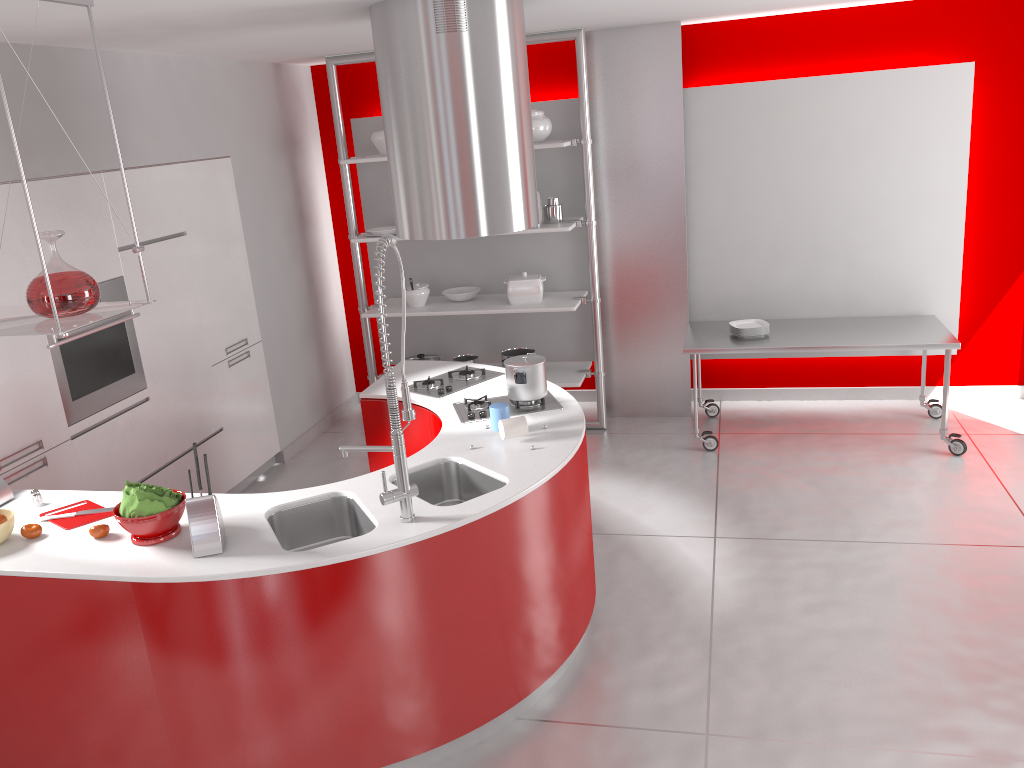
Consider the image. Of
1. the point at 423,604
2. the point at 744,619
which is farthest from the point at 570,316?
the point at 423,604

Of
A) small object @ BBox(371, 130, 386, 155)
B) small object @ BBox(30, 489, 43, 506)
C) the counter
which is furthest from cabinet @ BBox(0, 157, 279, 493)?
small object @ BBox(371, 130, 386, 155)

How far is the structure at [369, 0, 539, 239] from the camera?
3.48m

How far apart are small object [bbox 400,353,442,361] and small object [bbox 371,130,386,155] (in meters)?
1.46

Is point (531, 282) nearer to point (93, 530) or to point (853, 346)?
point (853, 346)

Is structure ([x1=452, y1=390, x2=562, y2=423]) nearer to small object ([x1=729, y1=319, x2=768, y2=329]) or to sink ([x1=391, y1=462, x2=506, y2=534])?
sink ([x1=391, y1=462, x2=506, y2=534])

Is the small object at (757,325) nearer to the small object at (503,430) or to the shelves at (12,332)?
the small object at (503,430)

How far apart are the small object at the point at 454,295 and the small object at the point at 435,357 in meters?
0.5 m

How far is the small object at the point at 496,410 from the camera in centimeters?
358cm

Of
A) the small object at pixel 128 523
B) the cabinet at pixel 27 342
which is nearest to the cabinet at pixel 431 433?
the cabinet at pixel 27 342
